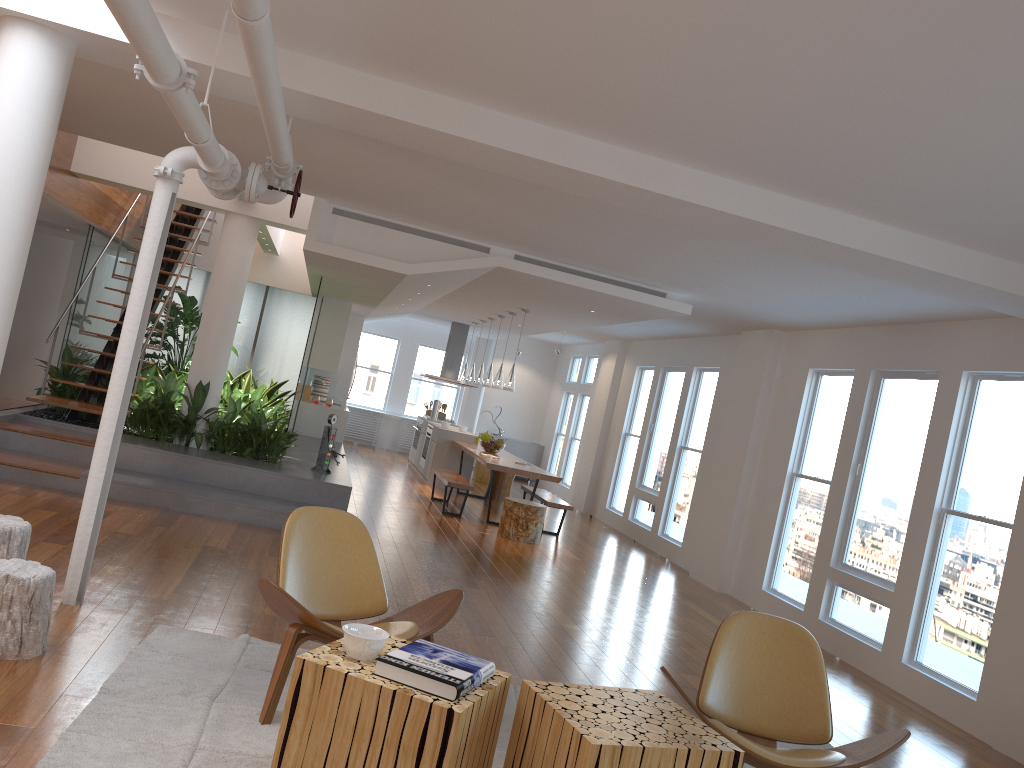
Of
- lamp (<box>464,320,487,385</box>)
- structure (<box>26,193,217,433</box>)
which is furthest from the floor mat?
lamp (<box>464,320,487,385</box>)

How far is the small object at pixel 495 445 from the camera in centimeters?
1164cm

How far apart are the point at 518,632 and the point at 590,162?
2.9 meters

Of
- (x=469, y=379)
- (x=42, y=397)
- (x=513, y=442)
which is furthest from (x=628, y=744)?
(x=513, y=442)

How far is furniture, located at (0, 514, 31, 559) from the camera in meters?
3.8 m

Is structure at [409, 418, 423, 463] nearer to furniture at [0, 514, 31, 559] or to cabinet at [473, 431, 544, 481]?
cabinet at [473, 431, 544, 481]

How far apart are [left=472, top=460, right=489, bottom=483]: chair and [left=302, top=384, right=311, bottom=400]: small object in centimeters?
345cm

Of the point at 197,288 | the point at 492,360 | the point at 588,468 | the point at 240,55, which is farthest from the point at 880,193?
the point at 197,288

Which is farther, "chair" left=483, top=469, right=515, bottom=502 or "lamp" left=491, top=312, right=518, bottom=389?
"chair" left=483, top=469, right=515, bottom=502

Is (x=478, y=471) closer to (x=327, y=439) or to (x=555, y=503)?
(x=555, y=503)
